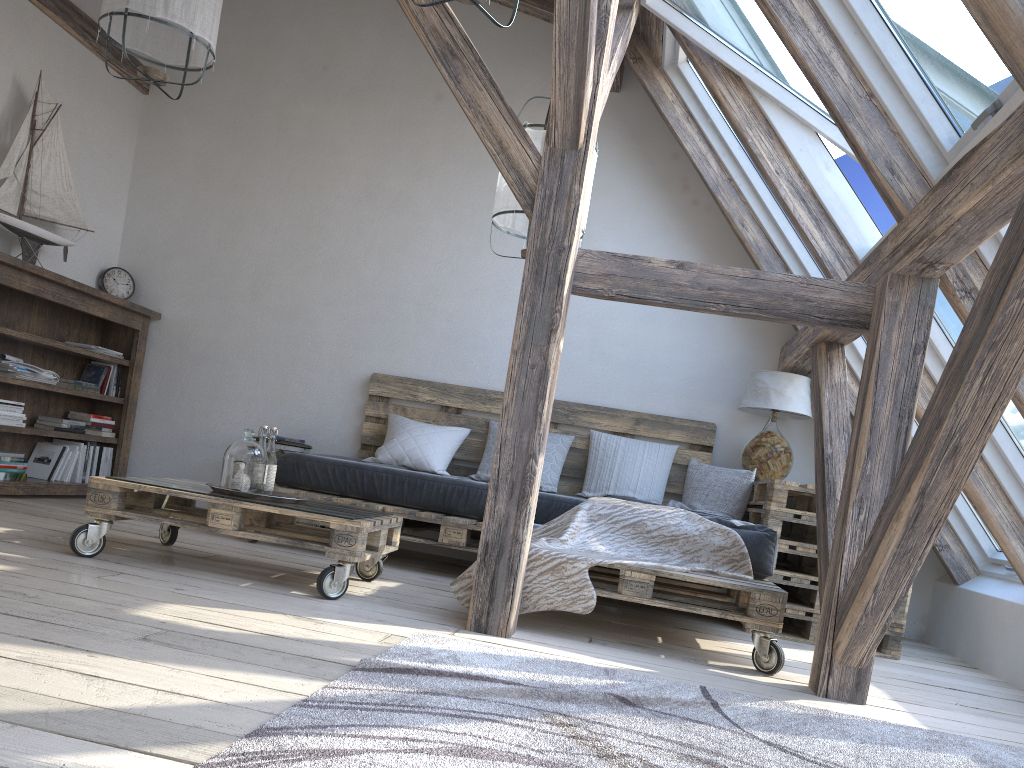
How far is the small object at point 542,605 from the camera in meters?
3.0

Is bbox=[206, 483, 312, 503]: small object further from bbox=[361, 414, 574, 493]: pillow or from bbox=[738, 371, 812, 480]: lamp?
bbox=[738, 371, 812, 480]: lamp

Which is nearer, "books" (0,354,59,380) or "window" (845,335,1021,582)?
"window" (845,335,1021,582)

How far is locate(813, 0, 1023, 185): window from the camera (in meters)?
2.42

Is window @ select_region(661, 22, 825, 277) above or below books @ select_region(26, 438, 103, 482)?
above

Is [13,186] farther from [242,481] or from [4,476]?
[242,481]

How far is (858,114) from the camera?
2.86m

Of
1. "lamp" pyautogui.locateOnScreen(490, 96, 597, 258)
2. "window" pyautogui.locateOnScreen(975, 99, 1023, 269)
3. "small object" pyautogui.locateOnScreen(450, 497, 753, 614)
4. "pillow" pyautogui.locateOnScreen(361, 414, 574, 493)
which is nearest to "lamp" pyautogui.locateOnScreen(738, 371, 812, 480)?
"pillow" pyautogui.locateOnScreen(361, 414, 574, 493)

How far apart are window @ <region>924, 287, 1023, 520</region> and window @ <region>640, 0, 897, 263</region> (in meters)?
0.31

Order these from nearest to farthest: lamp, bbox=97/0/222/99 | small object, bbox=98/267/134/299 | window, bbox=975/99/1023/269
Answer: window, bbox=975/99/1023/269 → lamp, bbox=97/0/222/99 → small object, bbox=98/267/134/299
